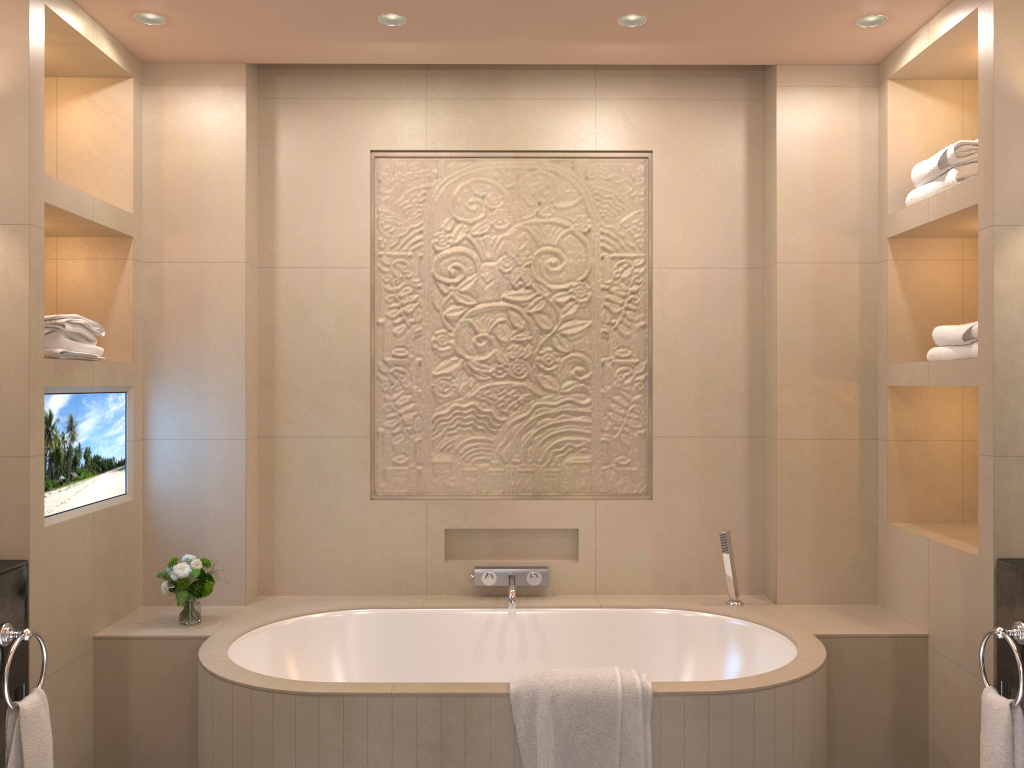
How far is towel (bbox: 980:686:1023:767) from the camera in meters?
2.3 m

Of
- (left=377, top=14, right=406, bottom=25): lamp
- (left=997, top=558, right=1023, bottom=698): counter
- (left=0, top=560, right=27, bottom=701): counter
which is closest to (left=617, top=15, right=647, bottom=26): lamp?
(left=377, top=14, right=406, bottom=25): lamp

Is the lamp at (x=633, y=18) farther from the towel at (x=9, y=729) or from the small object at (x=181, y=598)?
the towel at (x=9, y=729)

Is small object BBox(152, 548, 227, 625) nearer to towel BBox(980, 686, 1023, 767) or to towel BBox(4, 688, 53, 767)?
towel BBox(4, 688, 53, 767)

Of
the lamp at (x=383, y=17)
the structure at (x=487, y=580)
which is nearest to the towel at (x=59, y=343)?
the lamp at (x=383, y=17)

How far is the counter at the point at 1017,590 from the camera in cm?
235

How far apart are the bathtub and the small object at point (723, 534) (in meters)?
0.04

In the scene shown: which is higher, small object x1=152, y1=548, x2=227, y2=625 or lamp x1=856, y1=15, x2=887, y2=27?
lamp x1=856, y1=15, x2=887, y2=27

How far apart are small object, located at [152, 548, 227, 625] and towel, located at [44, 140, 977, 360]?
0.7m

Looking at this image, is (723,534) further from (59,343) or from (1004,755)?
(59,343)
